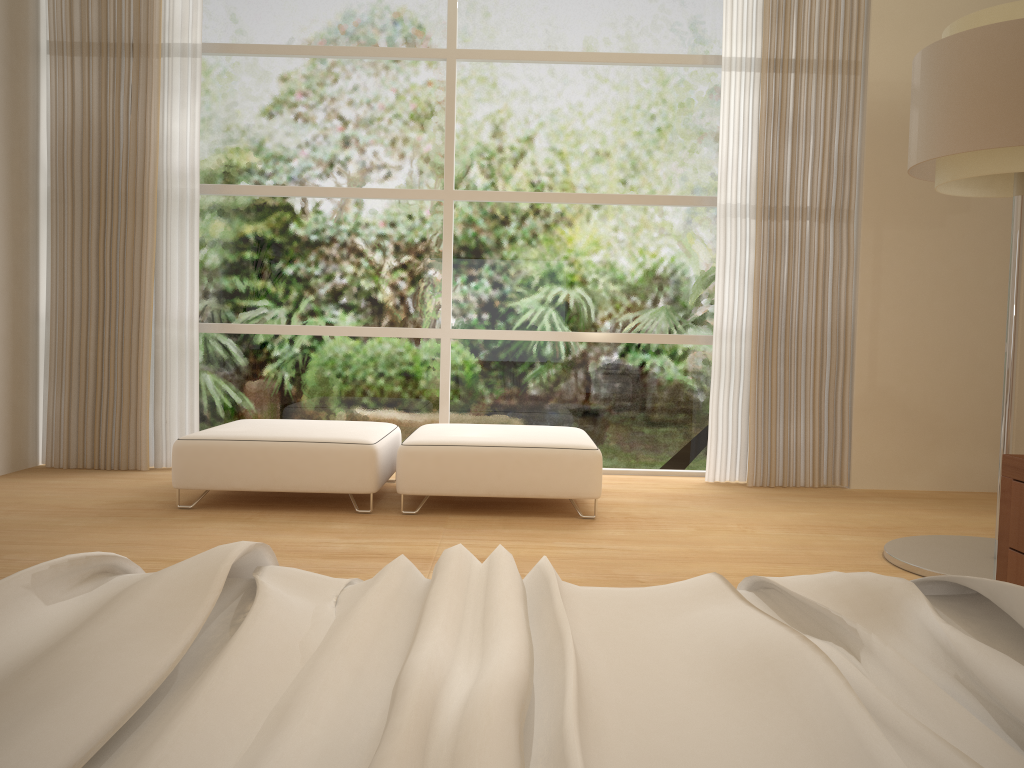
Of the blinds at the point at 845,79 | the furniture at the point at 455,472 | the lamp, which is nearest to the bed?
the lamp

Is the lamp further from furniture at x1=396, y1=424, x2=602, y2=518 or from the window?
the window

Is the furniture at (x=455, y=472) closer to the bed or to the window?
the window

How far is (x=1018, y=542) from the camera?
2.33m

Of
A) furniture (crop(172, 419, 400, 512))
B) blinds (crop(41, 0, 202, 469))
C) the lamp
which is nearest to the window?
blinds (crop(41, 0, 202, 469))

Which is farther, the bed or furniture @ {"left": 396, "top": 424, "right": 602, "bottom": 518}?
furniture @ {"left": 396, "top": 424, "right": 602, "bottom": 518}

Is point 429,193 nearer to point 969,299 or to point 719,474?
point 719,474

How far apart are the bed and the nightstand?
1.2m

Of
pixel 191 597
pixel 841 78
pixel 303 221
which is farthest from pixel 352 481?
pixel 841 78

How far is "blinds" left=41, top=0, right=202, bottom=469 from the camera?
5.08m
